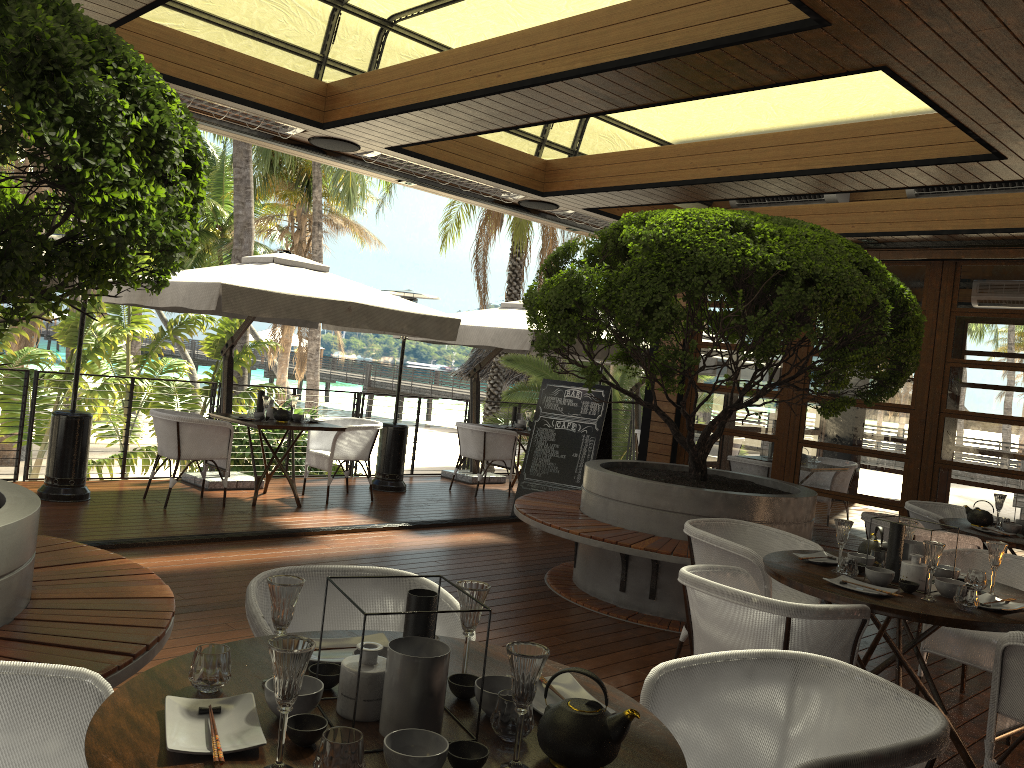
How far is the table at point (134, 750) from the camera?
1.6 meters

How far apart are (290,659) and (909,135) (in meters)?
5.22

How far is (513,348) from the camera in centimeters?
916cm

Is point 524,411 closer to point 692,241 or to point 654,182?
point 654,182

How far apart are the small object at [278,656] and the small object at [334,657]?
0.6 meters

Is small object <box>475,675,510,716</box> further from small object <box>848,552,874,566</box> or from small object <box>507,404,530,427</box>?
small object <box>507,404,530,427</box>

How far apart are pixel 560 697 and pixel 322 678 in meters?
0.5

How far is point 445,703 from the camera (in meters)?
1.94

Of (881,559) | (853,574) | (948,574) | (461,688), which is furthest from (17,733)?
(948,574)

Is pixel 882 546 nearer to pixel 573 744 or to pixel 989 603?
pixel 989 603
